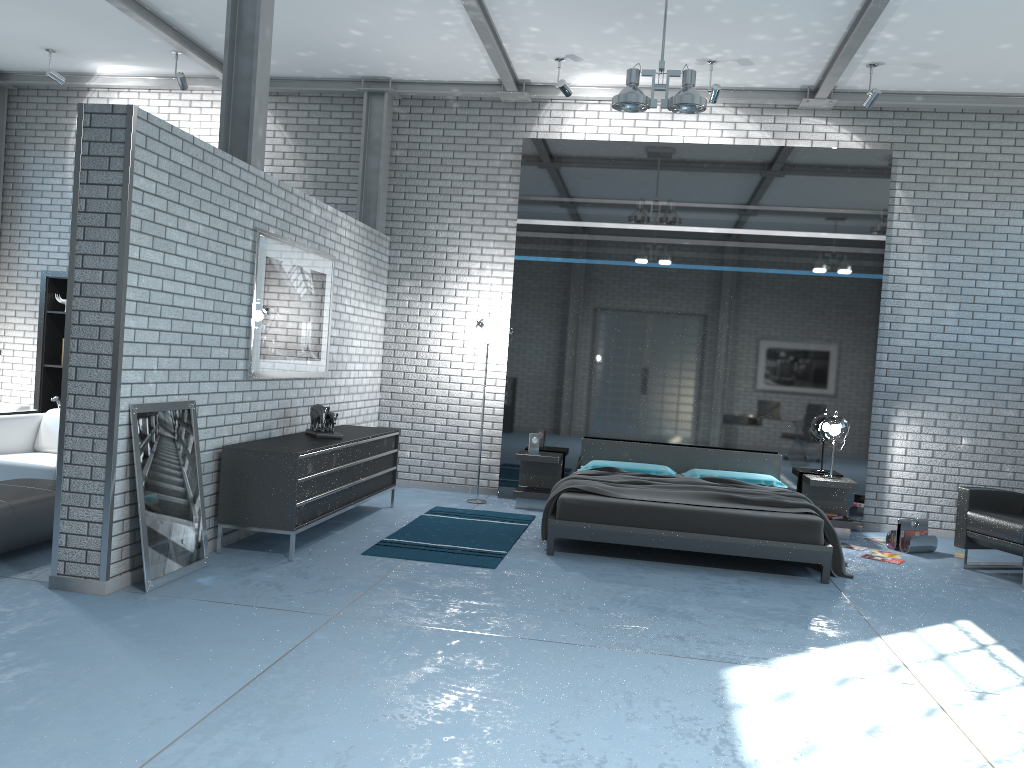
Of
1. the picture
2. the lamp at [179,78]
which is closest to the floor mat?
the picture

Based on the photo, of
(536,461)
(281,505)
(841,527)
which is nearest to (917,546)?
(841,527)

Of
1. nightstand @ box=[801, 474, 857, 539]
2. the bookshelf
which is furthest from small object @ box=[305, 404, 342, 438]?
nightstand @ box=[801, 474, 857, 539]

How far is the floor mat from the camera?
5.9 meters

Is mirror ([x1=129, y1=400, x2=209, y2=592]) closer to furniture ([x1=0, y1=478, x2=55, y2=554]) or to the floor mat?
furniture ([x1=0, y1=478, x2=55, y2=554])

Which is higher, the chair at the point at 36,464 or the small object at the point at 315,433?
the small object at the point at 315,433

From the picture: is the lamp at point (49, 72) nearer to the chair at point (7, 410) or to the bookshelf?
the bookshelf

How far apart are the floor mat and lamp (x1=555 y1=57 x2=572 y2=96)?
3.7 meters

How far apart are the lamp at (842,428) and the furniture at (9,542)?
6.1 meters

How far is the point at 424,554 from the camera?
5.9 meters
